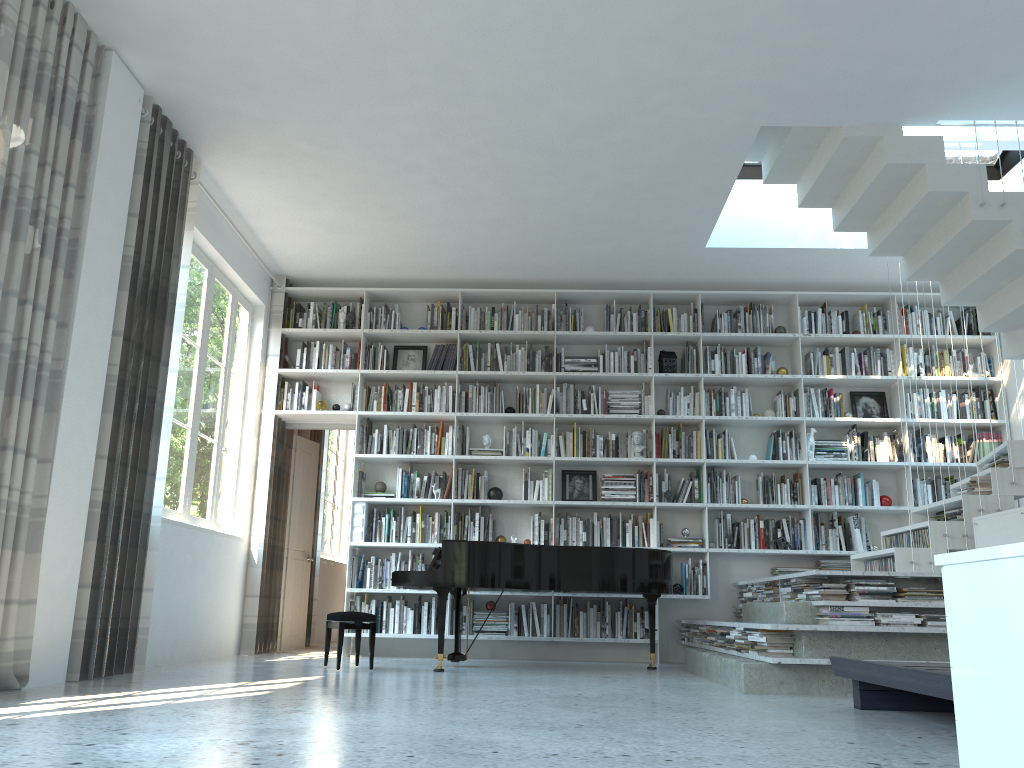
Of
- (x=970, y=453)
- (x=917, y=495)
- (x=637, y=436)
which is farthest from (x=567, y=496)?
(x=970, y=453)

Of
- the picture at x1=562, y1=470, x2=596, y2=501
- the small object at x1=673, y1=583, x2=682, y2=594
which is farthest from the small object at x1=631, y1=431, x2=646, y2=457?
the small object at x1=673, y1=583, x2=682, y2=594

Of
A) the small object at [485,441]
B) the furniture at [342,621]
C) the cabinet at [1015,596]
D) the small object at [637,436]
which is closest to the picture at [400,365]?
the small object at [485,441]

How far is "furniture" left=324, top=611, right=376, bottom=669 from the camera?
5.5m

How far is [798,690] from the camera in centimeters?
442cm

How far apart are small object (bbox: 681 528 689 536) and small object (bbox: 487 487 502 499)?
1.6 meters

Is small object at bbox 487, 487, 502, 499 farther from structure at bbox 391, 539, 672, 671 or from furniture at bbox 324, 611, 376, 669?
furniture at bbox 324, 611, 376, 669

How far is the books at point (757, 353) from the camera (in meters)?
7.69

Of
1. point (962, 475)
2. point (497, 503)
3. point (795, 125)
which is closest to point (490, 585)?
point (497, 503)

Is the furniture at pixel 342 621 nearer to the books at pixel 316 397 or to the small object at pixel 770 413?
the books at pixel 316 397
